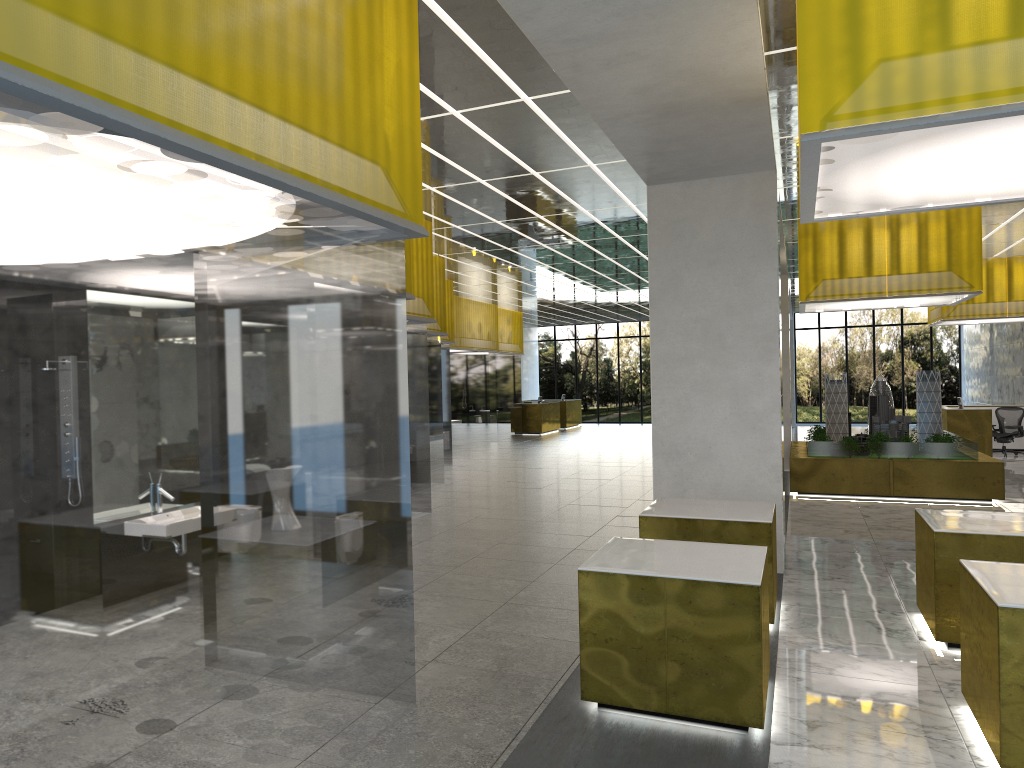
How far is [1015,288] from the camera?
27.88m

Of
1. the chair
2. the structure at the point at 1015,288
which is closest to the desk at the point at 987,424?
the chair

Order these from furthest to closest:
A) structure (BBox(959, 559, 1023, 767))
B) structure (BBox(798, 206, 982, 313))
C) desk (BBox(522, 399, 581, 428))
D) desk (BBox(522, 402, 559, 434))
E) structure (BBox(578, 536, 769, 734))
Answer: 1. desk (BBox(522, 399, 581, 428))
2. desk (BBox(522, 402, 559, 434))
3. structure (BBox(798, 206, 982, 313))
4. structure (BBox(578, 536, 769, 734))
5. structure (BBox(959, 559, 1023, 767))

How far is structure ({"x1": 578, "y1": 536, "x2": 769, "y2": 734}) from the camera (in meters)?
6.68

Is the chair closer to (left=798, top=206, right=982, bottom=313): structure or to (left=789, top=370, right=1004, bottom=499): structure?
(left=789, top=370, right=1004, bottom=499): structure

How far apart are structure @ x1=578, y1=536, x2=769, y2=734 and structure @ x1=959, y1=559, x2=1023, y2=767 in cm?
157

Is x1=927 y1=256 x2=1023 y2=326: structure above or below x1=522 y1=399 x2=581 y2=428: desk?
above

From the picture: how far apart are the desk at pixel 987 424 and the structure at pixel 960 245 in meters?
8.6 m

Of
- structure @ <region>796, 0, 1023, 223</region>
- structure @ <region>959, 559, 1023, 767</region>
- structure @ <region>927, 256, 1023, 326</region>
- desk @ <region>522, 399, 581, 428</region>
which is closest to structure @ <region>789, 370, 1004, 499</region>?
structure @ <region>927, 256, 1023, 326</region>

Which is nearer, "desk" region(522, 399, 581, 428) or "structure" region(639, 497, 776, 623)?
"structure" region(639, 497, 776, 623)
